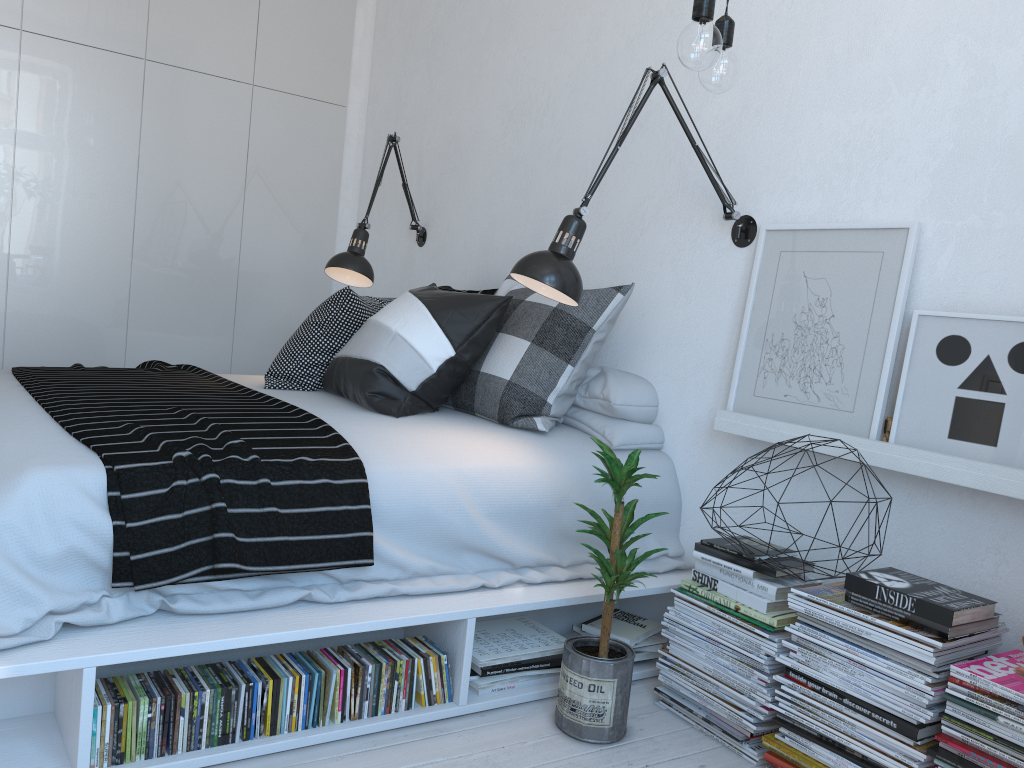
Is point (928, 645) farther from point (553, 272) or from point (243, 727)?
point (243, 727)

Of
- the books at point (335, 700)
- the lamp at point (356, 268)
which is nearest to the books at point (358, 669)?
the books at point (335, 700)

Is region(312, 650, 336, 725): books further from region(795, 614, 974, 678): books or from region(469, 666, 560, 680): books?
region(795, 614, 974, 678): books

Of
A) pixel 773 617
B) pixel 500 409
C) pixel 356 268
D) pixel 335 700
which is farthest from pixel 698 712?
pixel 356 268

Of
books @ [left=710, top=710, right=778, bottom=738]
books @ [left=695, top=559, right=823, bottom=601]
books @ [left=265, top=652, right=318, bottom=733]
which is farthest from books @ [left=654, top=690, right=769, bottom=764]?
books @ [left=265, top=652, right=318, bottom=733]

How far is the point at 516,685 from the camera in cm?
223

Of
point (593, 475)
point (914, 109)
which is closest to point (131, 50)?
point (593, 475)

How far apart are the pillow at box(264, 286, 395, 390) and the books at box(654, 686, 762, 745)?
1.5m

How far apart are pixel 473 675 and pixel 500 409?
0.8 meters

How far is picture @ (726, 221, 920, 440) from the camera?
2.11m
